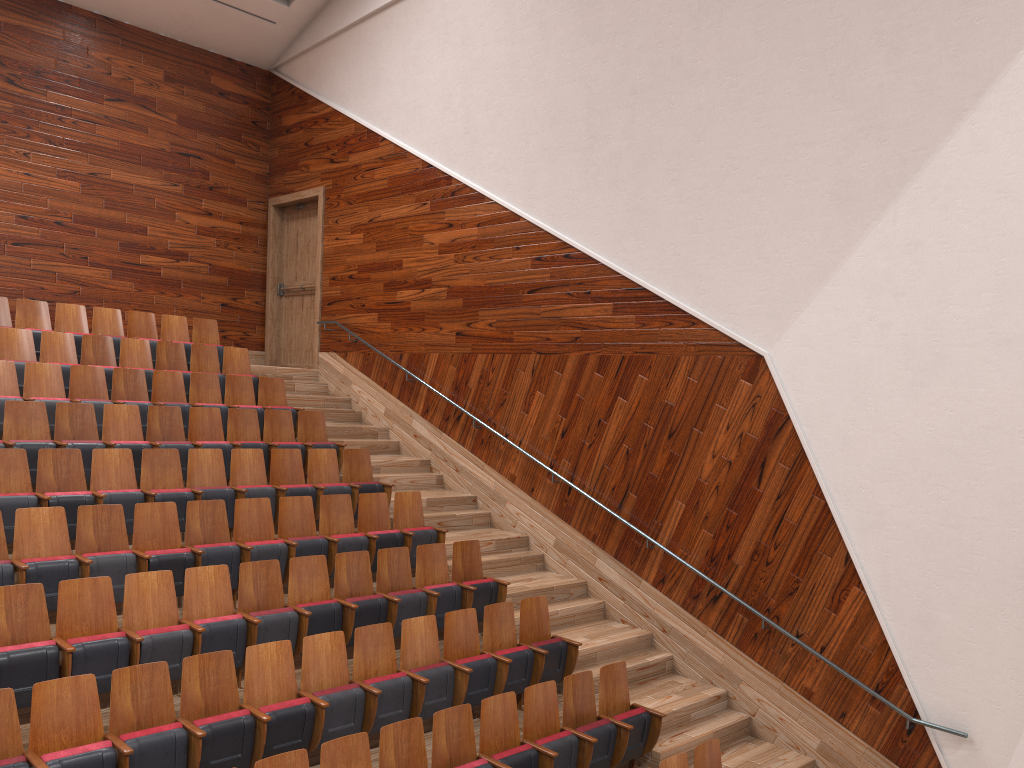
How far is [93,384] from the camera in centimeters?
83cm

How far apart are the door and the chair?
0.1 meters

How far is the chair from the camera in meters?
0.5 m

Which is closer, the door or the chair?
the chair

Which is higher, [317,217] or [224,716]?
[317,217]

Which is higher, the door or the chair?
the door

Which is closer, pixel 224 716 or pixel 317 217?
pixel 224 716

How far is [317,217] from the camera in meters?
1.2 m

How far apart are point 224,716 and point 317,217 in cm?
87

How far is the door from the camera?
1.2 meters
